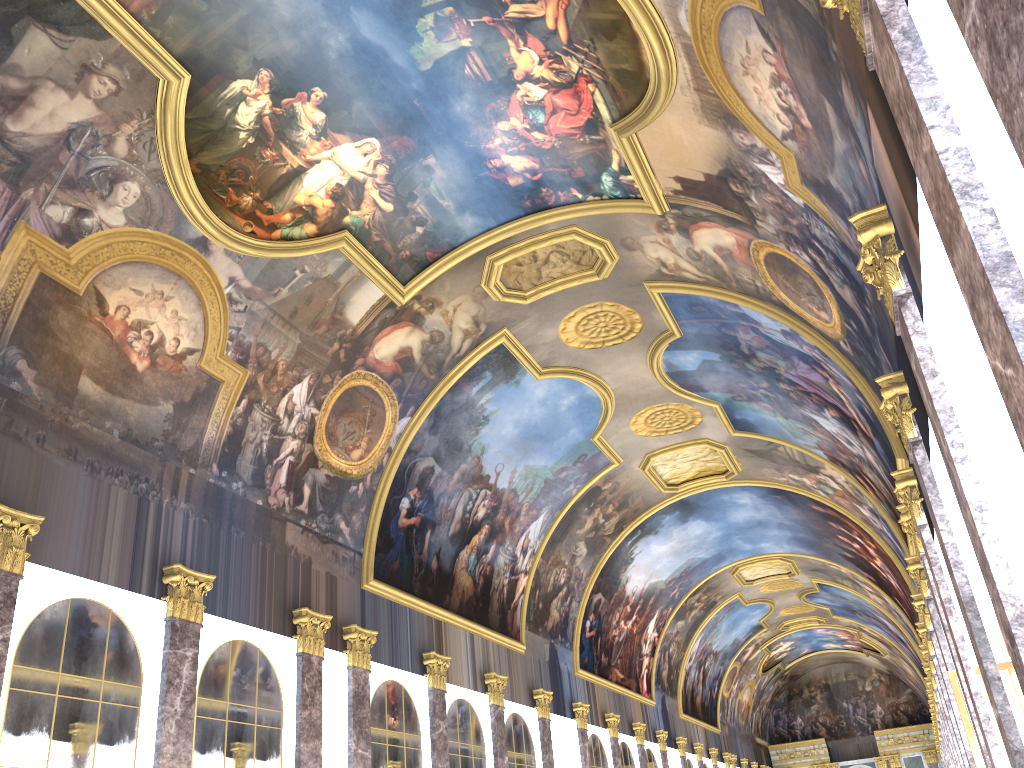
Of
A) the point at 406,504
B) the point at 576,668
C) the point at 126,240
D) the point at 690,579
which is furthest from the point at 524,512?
the point at 690,579
